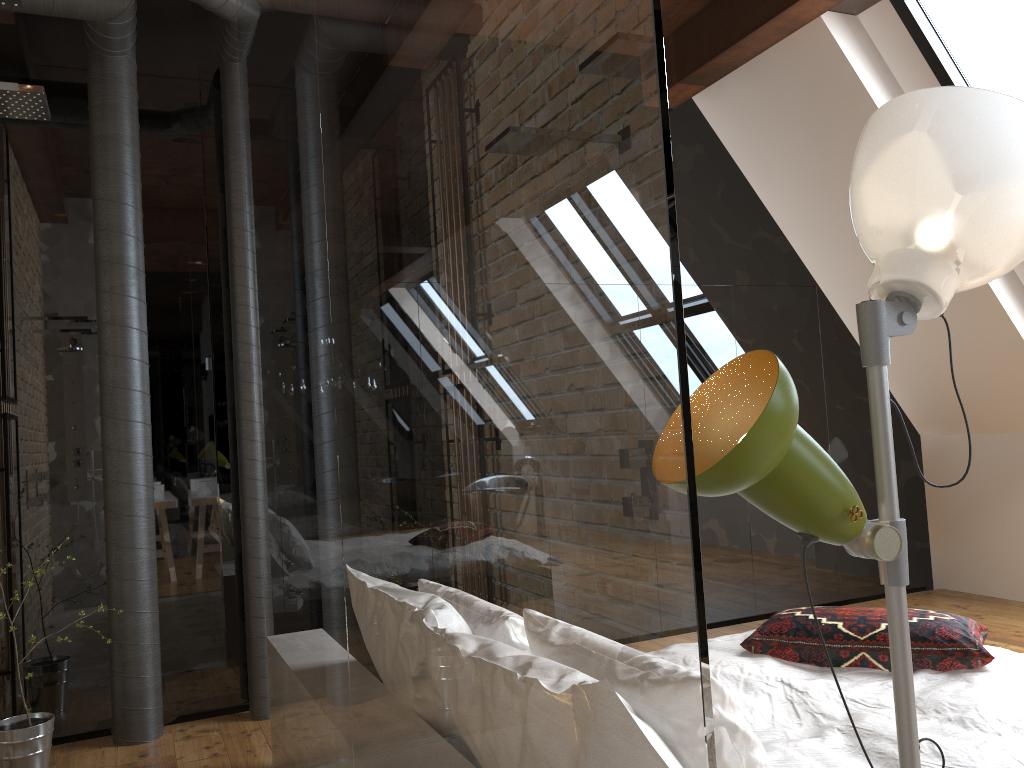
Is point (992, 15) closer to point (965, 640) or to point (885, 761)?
point (965, 640)

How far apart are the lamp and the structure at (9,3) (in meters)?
1.49

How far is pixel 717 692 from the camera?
1.51m

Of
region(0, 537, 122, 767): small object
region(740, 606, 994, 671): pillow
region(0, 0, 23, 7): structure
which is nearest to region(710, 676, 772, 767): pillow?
region(740, 606, 994, 671): pillow

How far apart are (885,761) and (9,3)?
2.4m

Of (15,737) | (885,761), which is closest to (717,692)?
(885,761)

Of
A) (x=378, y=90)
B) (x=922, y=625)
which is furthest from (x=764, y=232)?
(x=378, y=90)

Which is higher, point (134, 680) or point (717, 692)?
point (717, 692)

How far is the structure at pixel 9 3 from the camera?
1.7 meters

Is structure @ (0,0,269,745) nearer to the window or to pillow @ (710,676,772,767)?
pillow @ (710,676,772,767)
